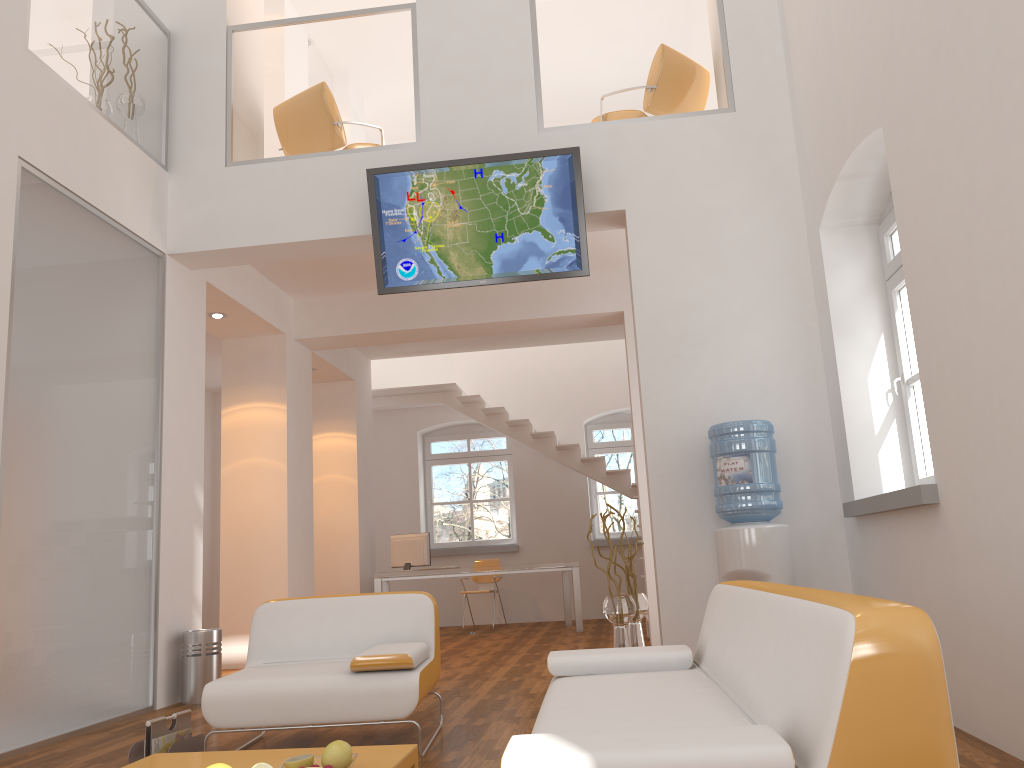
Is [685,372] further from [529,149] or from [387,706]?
[387,706]

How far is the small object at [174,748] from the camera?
3.7m

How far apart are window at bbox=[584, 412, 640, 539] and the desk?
1.4 meters

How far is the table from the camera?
3.0m

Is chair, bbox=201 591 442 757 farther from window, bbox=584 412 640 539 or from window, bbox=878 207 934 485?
window, bbox=584 412 640 539

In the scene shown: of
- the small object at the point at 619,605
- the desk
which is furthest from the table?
the desk

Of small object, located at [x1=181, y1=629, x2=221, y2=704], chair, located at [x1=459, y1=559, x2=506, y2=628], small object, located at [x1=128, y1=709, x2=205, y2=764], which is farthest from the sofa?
chair, located at [x1=459, y1=559, x2=506, y2=628]

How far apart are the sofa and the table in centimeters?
56cm

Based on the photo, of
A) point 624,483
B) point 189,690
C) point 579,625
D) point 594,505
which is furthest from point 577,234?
point 594,505

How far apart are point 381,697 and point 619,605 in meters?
2.0
